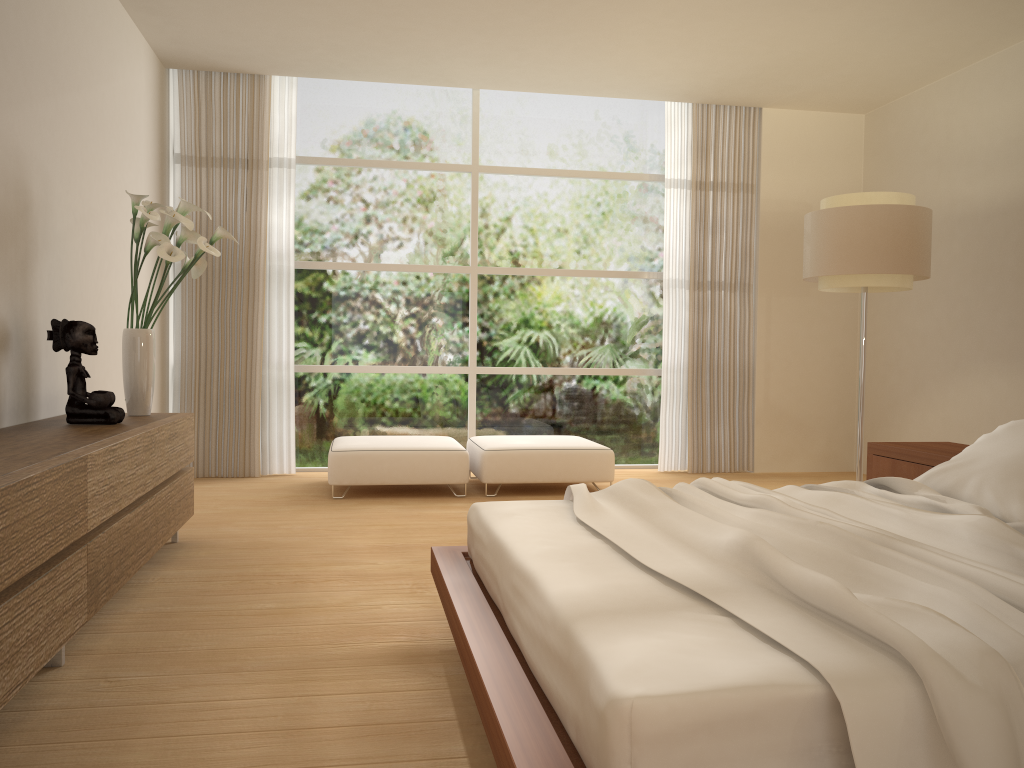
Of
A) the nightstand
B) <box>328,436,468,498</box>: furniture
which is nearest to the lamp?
the nightstand

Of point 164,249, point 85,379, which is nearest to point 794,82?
point 164,249

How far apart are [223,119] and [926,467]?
5.46m

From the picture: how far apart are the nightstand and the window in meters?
3.1 m

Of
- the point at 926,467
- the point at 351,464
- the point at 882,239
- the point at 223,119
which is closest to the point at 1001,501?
the point at 926,467

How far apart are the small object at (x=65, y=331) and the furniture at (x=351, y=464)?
2.1 meters

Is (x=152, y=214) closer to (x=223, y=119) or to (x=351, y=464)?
(x=351, y=464)

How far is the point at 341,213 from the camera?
7.3 meters

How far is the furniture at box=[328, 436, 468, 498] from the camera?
5.91m

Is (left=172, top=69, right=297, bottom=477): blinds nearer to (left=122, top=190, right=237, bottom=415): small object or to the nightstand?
(left=122, top=190, right=237, bottom=415): small object
